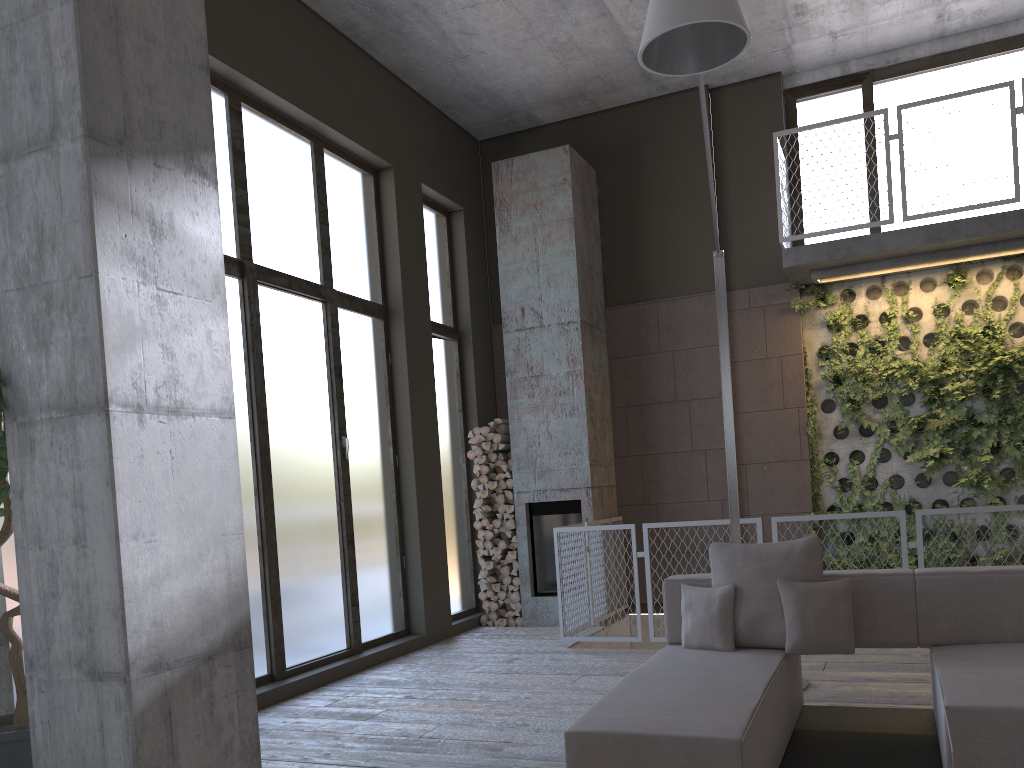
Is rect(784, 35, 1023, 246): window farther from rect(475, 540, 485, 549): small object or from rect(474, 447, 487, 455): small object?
rect(475, 540, 485, 549): small object

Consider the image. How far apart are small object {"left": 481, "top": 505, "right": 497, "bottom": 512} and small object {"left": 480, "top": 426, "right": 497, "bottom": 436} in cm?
73

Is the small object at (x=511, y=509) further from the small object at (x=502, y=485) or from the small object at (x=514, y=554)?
the small object at (x=514, y=554)

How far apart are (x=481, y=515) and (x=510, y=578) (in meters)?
0.66

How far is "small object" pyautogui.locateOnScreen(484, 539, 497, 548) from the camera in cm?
860

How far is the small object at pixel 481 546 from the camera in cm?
864

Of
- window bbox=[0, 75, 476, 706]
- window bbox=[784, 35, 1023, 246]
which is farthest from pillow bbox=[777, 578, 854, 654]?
window bbox=[784, 35, 1023, 246]

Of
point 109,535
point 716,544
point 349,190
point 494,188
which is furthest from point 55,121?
point 494,188

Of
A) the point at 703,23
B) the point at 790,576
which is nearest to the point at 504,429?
the point at 790,576

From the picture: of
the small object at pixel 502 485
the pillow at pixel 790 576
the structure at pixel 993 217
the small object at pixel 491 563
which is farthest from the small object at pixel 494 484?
the pillow at pixel 790 576
